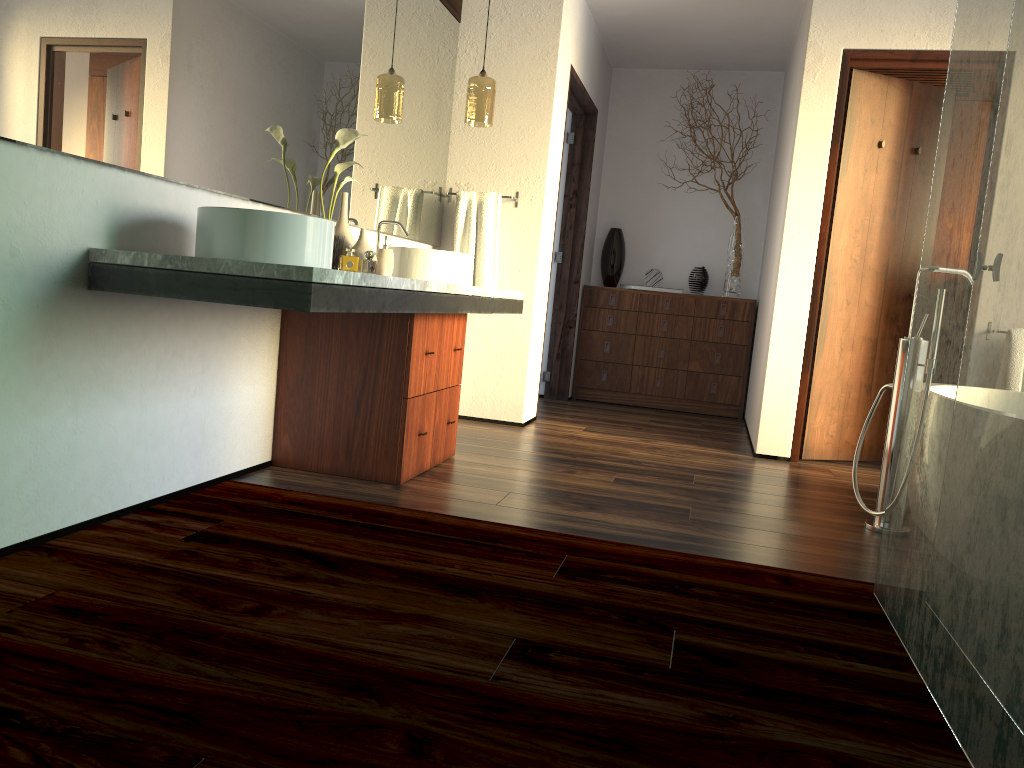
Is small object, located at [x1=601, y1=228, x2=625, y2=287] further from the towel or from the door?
the door

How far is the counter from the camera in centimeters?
197cm

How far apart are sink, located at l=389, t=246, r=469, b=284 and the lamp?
0.97m

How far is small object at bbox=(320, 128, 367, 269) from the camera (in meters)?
3.07

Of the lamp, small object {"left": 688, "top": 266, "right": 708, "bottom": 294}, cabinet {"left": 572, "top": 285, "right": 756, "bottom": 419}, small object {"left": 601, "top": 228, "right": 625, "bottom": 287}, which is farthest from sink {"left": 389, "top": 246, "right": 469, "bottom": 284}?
small object {"left": 688, "top": 266, "right": 708, "bottom": 294}

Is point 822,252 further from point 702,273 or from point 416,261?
point 416,261

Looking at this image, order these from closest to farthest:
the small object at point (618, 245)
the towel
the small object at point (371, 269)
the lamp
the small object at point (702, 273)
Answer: the lamp < the towel < the small object at point (702, 273) < the small object at point (618, 245) < the small object at point (371, 269)

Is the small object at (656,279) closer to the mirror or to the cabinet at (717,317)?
the cabinet at (717,317)

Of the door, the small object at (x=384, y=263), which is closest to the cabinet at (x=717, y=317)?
the door

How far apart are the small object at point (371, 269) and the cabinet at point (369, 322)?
0.95m
